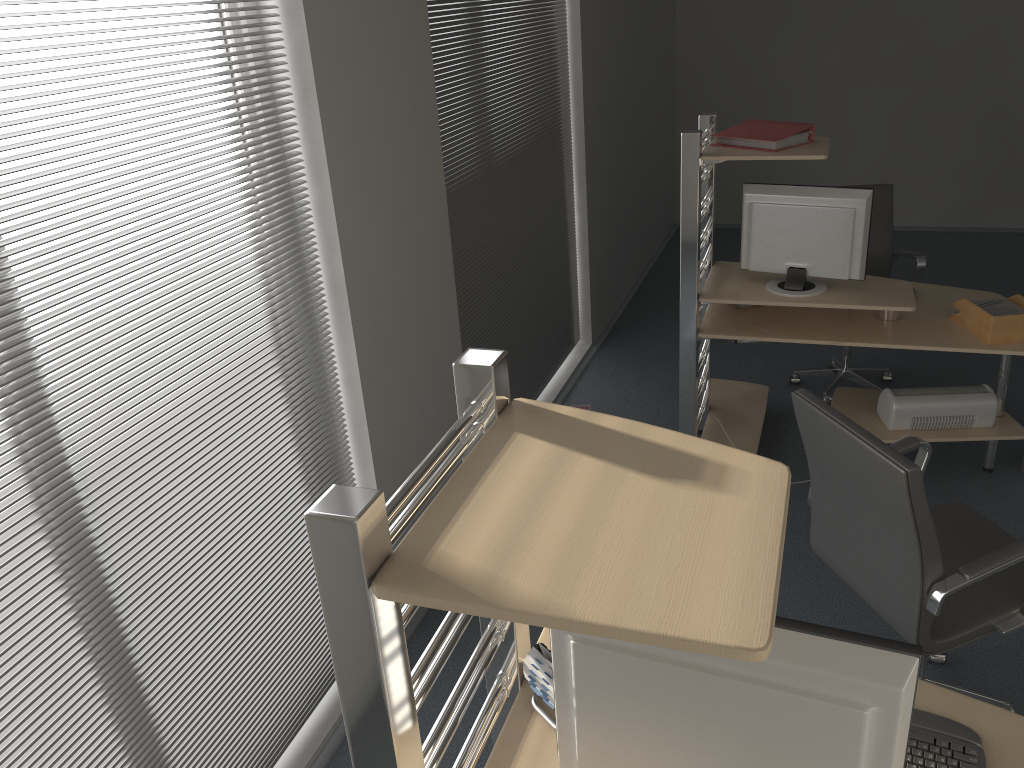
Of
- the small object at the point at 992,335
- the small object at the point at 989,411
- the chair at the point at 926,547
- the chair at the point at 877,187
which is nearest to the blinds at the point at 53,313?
the chair at the point at 926,547

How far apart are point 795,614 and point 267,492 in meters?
1.9

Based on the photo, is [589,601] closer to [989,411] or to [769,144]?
[769,144]

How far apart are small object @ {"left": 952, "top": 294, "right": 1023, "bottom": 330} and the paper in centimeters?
2cm

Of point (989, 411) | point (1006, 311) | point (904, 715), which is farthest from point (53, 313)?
point (989, 411)

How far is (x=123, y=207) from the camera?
2.1m

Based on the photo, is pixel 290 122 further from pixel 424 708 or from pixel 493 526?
pixel 424 708

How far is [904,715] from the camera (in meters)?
1.16

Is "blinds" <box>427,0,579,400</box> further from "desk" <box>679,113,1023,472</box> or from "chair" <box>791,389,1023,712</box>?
"chair" <box>791,389,1023,712</box>

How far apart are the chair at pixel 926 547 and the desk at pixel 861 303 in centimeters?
88cm
